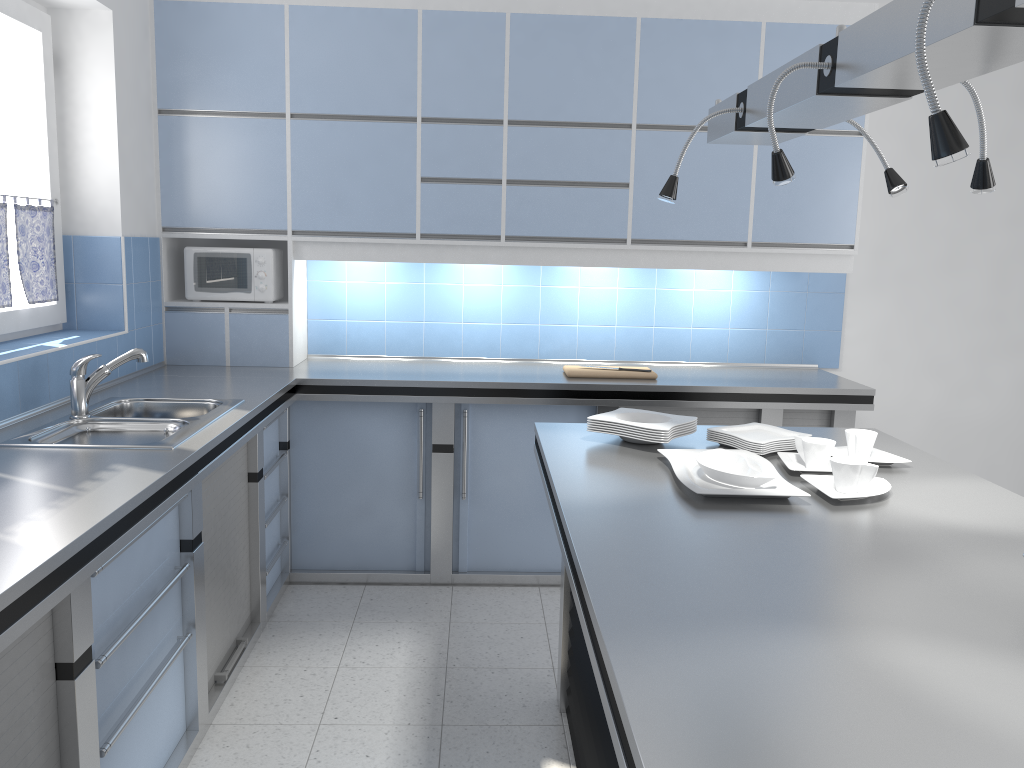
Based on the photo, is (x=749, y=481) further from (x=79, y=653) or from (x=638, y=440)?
(x=79, y=653)

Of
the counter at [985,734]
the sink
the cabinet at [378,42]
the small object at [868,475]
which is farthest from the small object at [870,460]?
the sink

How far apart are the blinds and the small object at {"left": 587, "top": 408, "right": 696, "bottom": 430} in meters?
2.2

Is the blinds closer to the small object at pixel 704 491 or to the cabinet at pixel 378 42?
the cabinet at pixel 378 42

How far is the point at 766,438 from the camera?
2.7m

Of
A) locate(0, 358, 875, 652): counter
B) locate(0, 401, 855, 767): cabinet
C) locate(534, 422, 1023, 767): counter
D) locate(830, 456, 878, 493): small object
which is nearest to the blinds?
locate(0, 358, 875, 652): counter

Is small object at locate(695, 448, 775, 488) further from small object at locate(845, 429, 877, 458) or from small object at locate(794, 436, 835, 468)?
small object at locate(845, 429, 877, 458)

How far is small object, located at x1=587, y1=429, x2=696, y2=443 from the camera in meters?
2.8 m

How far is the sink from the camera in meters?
2.7

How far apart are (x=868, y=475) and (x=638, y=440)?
0.7 meters
